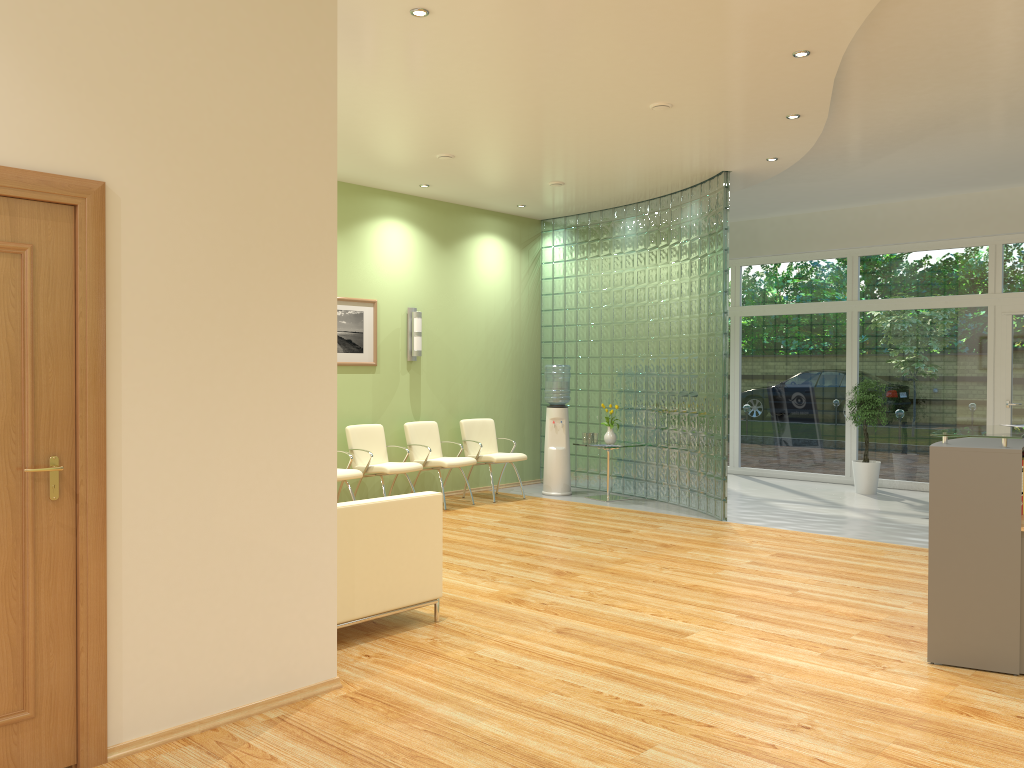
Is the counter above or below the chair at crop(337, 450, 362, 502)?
above

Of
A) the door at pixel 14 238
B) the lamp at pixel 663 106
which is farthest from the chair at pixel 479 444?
the door at pixel 14 238

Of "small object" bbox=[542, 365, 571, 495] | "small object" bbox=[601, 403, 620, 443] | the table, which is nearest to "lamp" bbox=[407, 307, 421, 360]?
"small object" bbox=[542, 365, 571, 495]

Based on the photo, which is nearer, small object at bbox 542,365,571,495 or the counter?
the counter

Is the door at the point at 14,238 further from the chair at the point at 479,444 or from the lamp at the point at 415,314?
the chair at the point at 479,444

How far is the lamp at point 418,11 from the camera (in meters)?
4.70

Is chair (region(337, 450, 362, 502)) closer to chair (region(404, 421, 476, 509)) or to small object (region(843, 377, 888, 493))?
chair (region(404, 421, 476, 509))

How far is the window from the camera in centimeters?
1031cm

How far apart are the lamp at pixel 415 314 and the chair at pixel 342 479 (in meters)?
1.81

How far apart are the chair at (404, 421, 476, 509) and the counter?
5.28m
